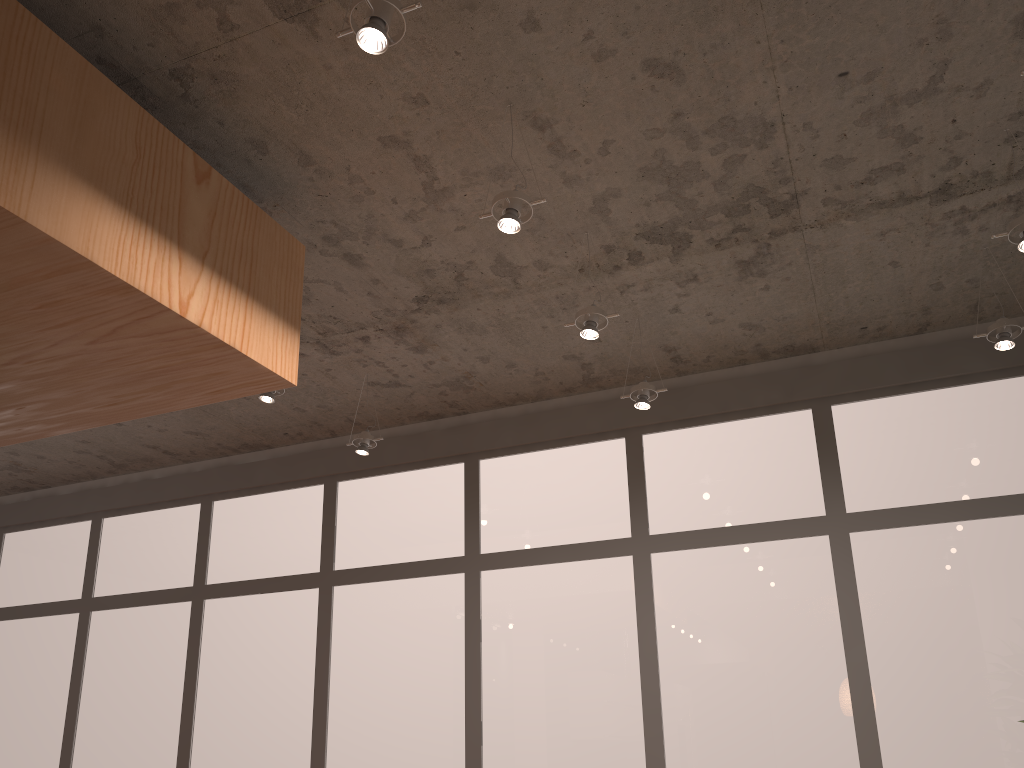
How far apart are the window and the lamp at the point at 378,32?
3.2m

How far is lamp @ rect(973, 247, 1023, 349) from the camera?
3.7m

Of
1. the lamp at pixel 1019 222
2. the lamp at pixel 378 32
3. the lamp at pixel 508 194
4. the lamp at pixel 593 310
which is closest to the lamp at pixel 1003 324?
the lamp at pixel 1019 222

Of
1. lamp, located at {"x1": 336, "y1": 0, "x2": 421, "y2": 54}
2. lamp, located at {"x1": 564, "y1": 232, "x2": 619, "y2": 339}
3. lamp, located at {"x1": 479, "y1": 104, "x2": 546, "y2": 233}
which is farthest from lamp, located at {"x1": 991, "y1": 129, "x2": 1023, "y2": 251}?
→ lamp, located at {"x1": 336, "y1": 0, "x2": 421, "y2": 54}

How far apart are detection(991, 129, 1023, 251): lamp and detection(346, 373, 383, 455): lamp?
3.11m

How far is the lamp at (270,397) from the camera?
4.03m

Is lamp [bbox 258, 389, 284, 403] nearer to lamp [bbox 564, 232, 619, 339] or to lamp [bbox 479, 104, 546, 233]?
lamp [bbox 564, 232, 619, 339]

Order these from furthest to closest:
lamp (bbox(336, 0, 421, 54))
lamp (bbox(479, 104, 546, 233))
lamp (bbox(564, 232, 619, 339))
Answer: lamp (bbox(564, 232, 619, 339)) → lamp (bbox(479, 104, 546, 233)) → lamp (bbox(336, 0, 421, 54))

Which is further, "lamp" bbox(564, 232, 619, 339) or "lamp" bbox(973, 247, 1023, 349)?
"lamp" bbox(973, 247, 1023, 349)

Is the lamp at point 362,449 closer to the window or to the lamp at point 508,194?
the window
